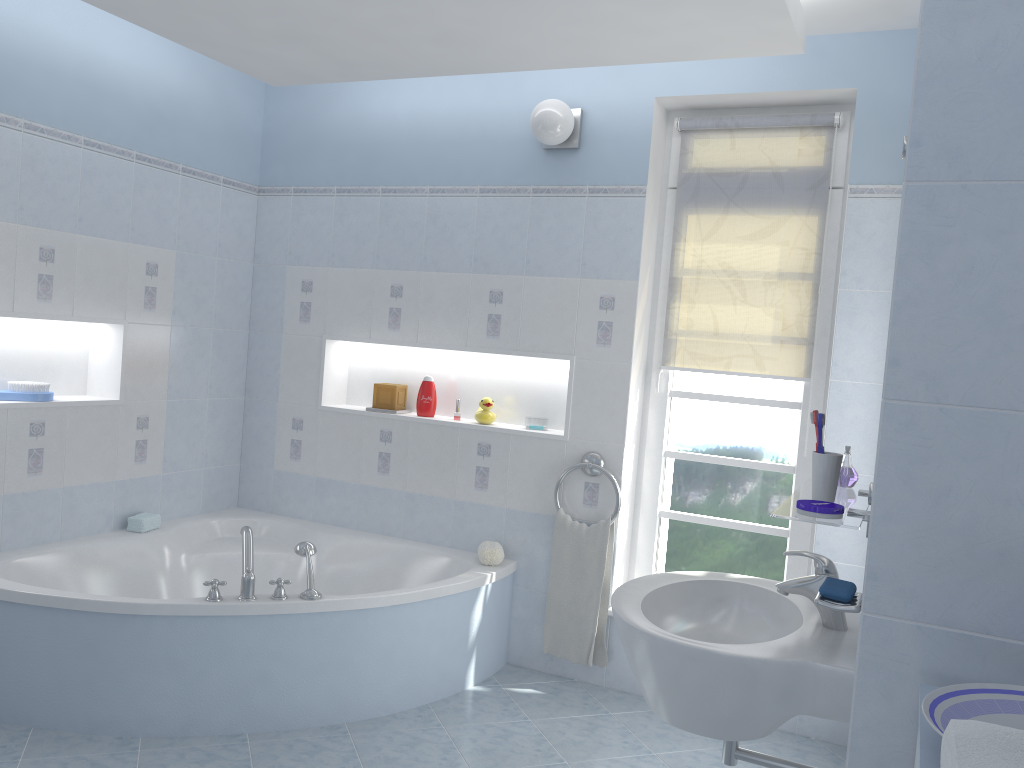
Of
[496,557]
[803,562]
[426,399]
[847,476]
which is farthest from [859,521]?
[426,399]

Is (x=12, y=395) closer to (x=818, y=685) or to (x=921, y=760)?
(x=818, y=685)

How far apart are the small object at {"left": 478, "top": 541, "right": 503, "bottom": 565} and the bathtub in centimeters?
3cm

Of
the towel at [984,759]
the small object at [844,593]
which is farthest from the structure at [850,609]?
the towel at [984,759]

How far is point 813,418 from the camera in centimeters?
179cm

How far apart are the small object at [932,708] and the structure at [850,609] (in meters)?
0.44

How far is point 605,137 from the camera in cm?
362

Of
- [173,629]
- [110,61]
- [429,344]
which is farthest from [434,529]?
[110,61]

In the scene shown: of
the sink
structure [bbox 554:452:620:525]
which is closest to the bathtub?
structure [bbox 554:452:620:525]

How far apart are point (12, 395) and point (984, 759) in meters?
3.5 m
